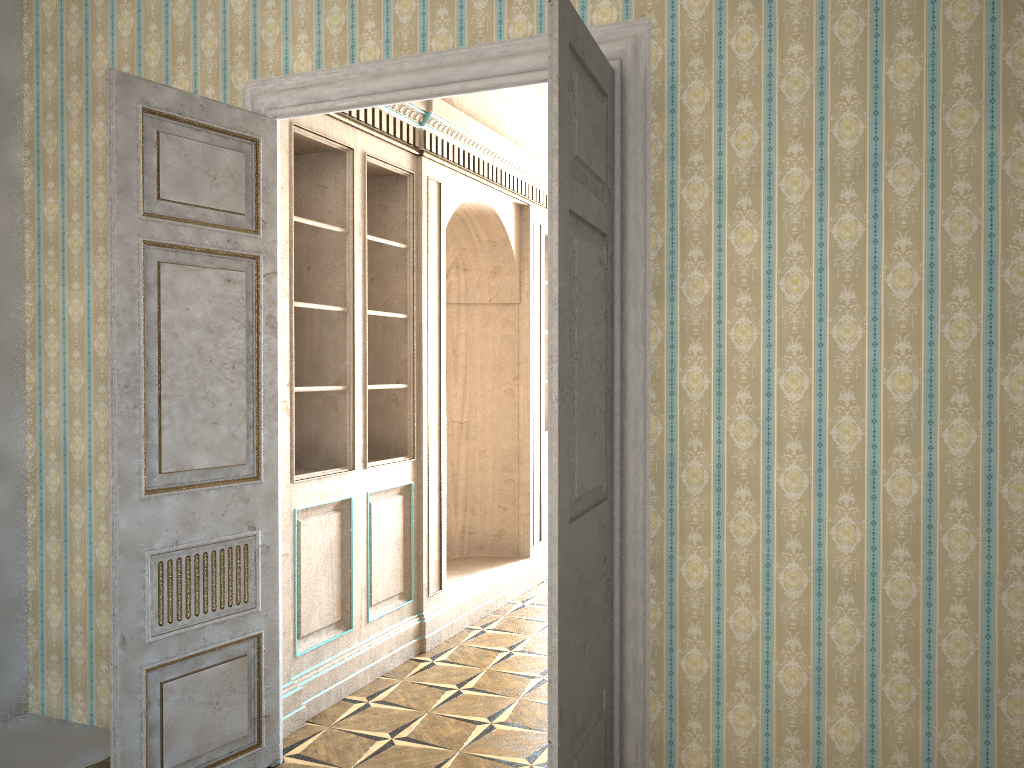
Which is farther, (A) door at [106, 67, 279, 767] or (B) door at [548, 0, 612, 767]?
(A) door at [106, 67, 279, 767]

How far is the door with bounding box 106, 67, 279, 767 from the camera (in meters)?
3.07

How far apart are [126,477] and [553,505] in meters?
1.6 m

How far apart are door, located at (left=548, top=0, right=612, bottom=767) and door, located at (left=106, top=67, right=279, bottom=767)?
1.43m

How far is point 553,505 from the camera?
2.38m

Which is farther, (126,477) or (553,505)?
(126,477)

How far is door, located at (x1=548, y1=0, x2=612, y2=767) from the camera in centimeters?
238cm
